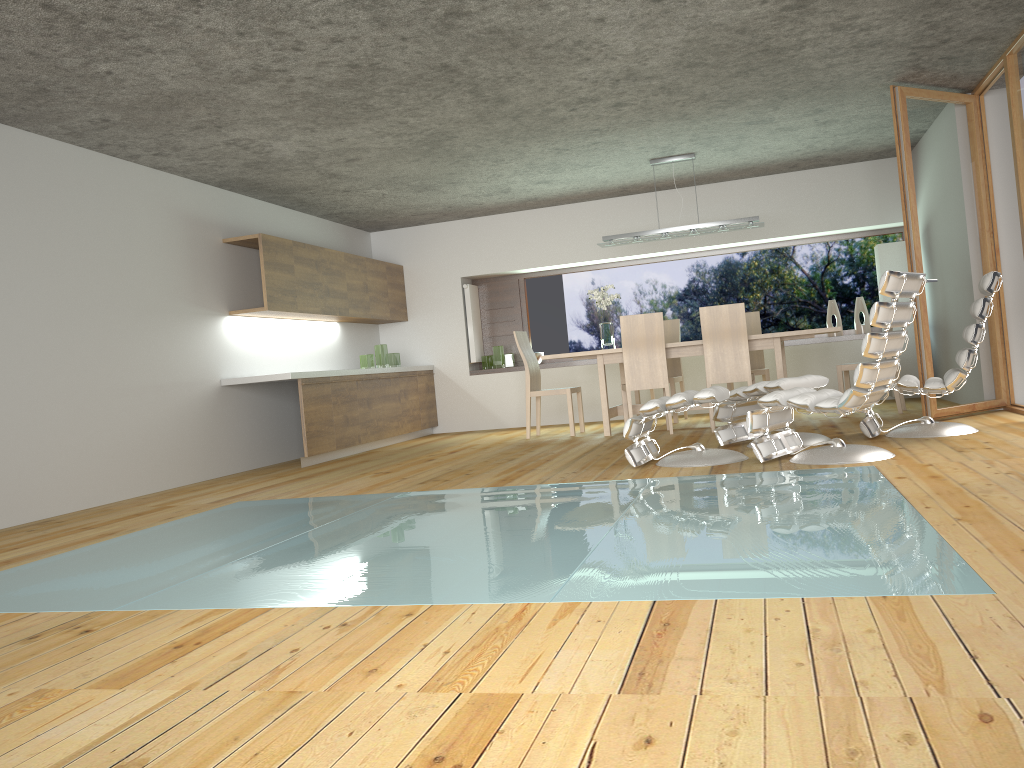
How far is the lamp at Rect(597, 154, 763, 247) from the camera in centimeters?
795cm

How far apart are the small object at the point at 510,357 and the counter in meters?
2.9

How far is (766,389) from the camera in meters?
5.6

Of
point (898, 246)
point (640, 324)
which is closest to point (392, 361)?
point (640, 324)

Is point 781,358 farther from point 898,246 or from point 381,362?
point 381,362

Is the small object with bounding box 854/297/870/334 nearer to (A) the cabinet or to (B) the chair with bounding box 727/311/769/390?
(B) the chair with bounding box 727/311/769/390

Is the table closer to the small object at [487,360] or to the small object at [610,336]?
the small object at [610,336]

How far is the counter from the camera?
7.24m

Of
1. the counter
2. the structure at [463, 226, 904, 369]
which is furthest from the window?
the counter

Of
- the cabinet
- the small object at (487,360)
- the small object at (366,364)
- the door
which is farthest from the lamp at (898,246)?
the small object at (366,364)
